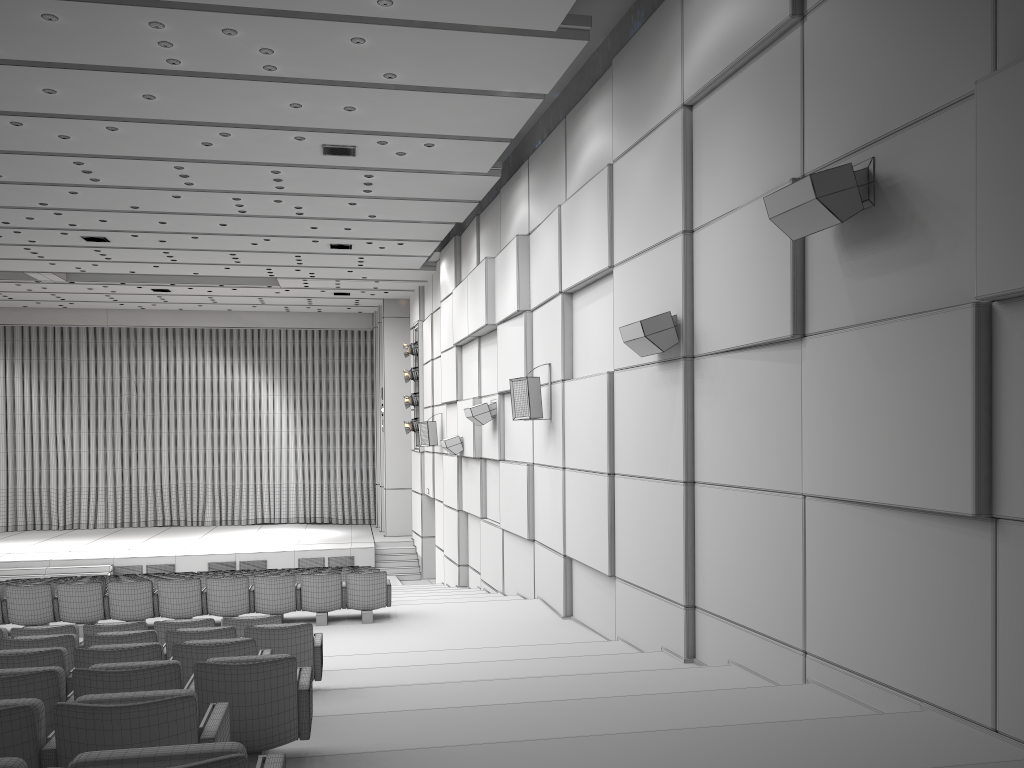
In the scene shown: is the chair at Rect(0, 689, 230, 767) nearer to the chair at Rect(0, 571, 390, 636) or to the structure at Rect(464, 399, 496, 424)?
the chair at Rect(0, 571, 390, 636)

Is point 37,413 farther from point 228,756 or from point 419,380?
point 228,756

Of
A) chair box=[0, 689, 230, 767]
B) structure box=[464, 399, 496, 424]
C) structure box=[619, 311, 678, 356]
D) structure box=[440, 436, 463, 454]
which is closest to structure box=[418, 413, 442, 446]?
structure box=[440, 436, 463, 454]

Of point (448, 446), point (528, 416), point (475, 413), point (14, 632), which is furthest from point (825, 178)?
point (448, 446)

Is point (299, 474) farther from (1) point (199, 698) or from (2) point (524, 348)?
(1) point (199, 698)

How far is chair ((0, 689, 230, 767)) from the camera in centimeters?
307cm

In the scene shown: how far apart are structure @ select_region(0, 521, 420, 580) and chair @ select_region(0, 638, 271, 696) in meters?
16.7 m

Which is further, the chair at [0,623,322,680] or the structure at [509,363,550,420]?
the structure at [509,363,550,420]

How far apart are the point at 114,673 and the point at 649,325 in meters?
5.1 m

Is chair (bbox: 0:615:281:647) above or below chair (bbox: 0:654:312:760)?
below
